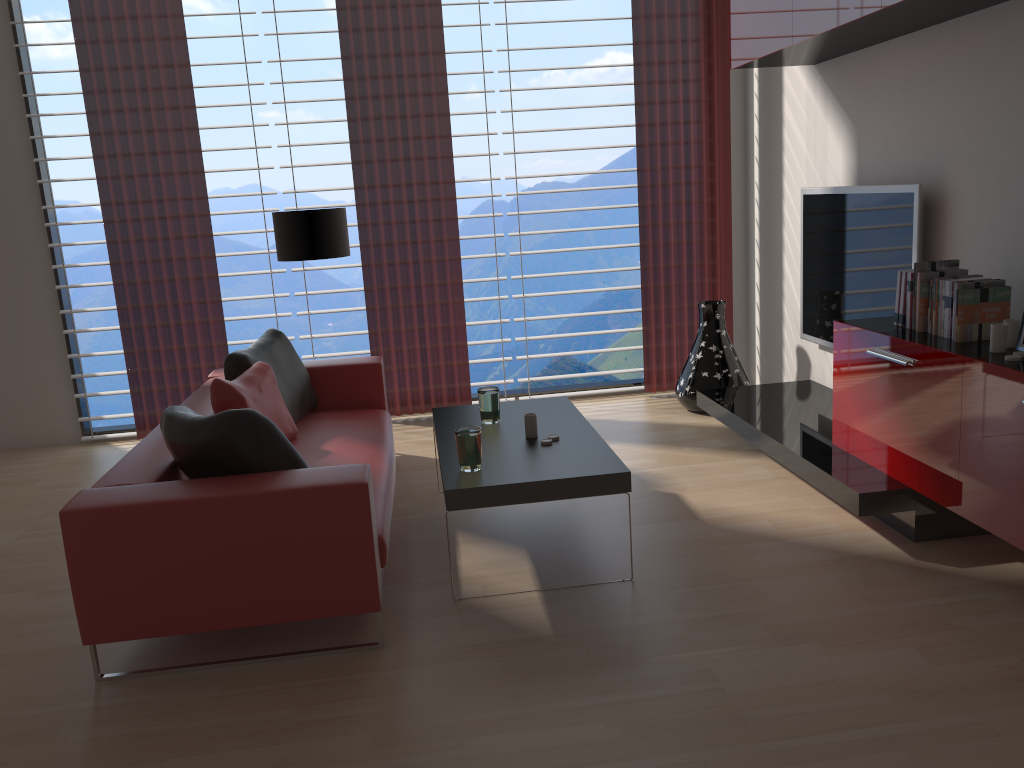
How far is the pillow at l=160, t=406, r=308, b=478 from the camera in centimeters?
396cm

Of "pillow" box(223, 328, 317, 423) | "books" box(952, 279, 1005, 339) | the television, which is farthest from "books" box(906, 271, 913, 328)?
"pillow" box(223, 328, 317, 423)

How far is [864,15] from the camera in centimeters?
476cm

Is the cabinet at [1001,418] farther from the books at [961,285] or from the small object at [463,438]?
the small object at [463,438]

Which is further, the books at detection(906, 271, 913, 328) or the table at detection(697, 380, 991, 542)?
the books at detection(906, 271, 913, 328)

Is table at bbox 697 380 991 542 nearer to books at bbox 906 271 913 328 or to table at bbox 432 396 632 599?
books at bbox 906 271 913 328

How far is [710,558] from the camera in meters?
4.7 m

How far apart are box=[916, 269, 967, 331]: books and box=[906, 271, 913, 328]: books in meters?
0.1 m

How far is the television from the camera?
5.6m

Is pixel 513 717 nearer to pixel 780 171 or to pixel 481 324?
pixel 481 324
